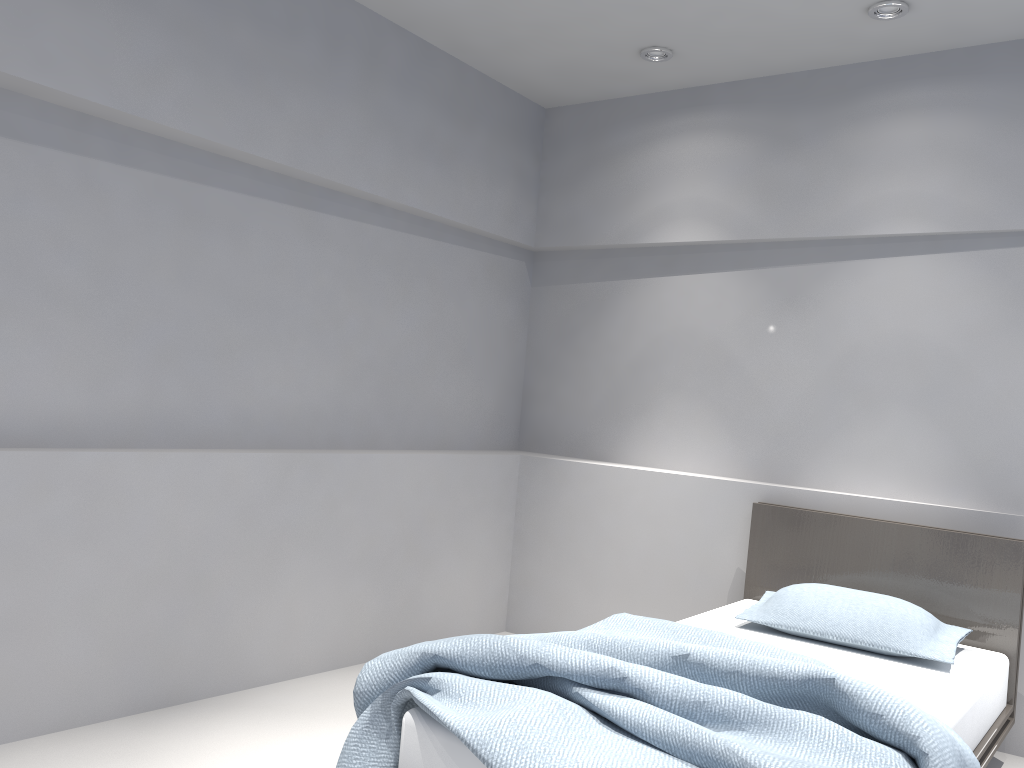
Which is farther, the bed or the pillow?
the pillow

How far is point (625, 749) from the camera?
1.9 meters

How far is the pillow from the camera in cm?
295

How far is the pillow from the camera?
2.95m

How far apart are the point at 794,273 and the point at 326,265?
2.07m

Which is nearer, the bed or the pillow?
the bed

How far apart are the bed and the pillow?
0.0m

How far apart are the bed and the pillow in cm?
2

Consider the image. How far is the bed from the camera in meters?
1.9
